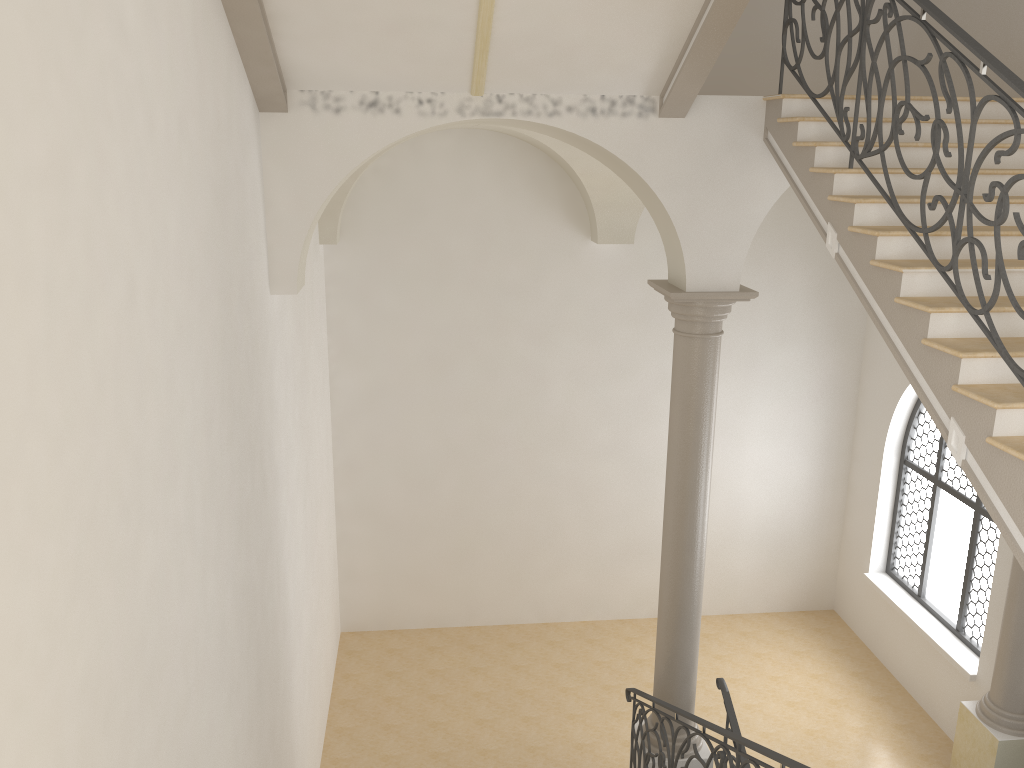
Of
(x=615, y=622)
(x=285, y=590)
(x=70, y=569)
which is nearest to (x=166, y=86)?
(x=70, y=569)

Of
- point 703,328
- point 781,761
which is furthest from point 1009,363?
point 703,328

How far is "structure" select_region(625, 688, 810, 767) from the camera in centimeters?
461cm

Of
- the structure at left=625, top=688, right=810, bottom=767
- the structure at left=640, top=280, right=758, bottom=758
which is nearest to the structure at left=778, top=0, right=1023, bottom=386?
the structure at left=640, top=280, right=758, bottom=758

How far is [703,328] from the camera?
6.9 meters

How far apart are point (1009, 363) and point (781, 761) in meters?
2.3

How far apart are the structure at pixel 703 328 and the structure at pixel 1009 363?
1.51m

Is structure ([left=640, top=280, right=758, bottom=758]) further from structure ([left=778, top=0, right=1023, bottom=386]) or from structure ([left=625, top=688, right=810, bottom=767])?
structure ([left=778, top=0, right=1023, bottom=386])

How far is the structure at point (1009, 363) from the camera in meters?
4.0

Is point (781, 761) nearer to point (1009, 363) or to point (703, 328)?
point (1009, 363)
